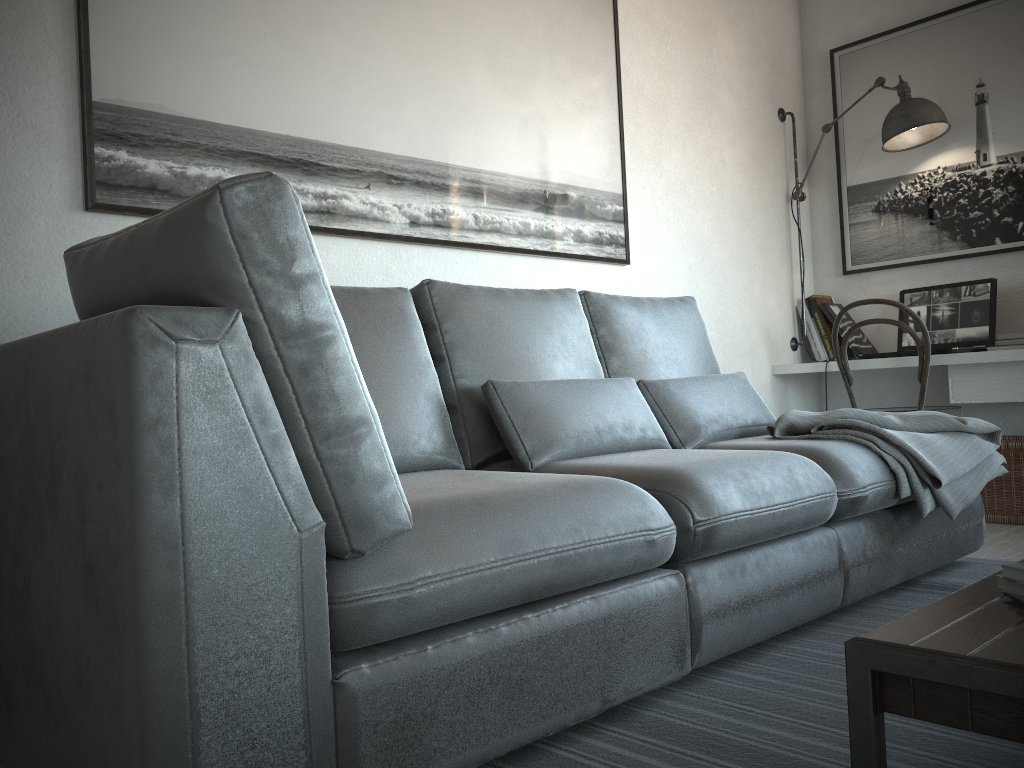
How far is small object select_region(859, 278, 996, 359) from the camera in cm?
368

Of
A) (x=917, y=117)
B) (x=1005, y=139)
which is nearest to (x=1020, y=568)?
(x=917, y=117)

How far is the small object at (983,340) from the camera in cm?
368

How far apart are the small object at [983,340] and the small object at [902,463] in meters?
0.9 m

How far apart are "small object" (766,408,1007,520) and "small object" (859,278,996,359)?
0.9m

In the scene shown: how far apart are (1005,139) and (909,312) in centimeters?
92cm

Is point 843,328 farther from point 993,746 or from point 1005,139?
point 993,746

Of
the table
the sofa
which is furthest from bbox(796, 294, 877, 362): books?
the table

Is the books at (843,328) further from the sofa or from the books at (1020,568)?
the books at (1020,568)

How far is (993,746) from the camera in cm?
138
